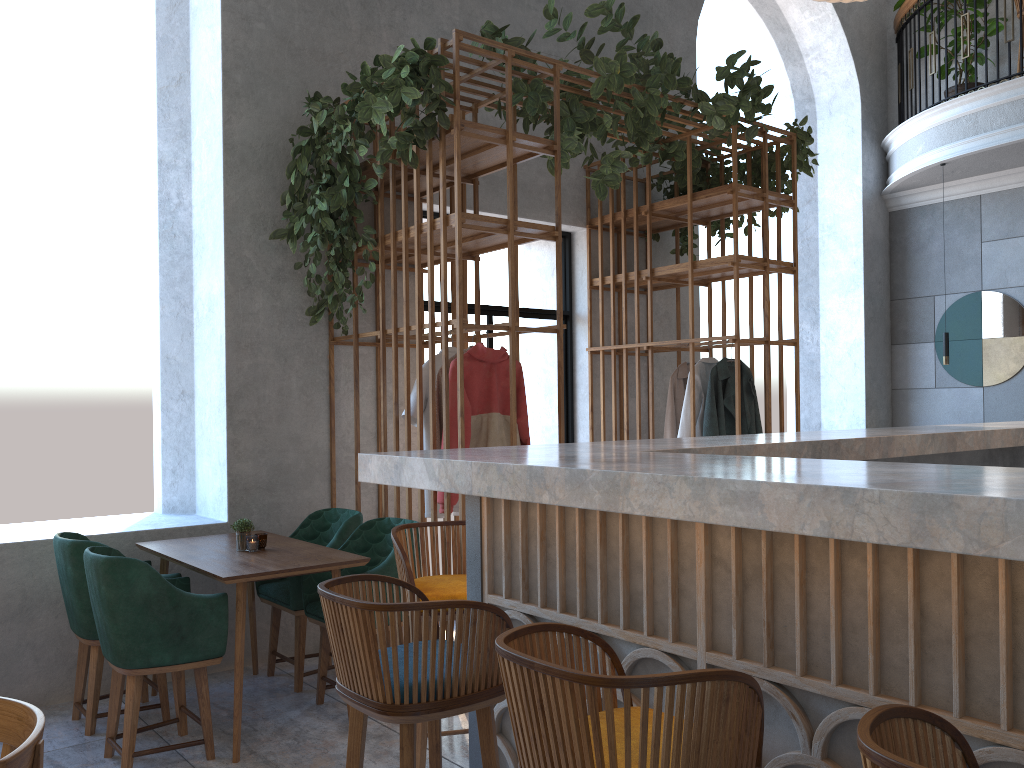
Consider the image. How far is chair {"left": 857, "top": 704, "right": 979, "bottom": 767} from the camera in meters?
1.0

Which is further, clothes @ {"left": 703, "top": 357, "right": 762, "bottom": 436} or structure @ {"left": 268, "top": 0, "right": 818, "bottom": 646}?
clothes @ {"left": 703, "top": 357, "right": 762, "bottom": 436}

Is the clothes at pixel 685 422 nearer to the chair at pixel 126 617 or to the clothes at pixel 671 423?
the clothes at pixel 671 423

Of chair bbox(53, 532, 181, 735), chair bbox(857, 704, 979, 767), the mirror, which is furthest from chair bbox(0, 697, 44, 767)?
the mirror

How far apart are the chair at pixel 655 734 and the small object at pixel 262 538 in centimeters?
277cm

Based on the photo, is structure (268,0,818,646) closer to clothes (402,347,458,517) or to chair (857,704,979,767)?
clothes (402,347,458,517)

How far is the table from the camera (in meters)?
3.53

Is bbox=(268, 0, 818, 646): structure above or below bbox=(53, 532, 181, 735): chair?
above

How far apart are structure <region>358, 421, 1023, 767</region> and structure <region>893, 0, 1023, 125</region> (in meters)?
5.38

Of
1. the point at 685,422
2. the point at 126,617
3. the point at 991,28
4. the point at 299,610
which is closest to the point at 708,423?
the point at 685,422
